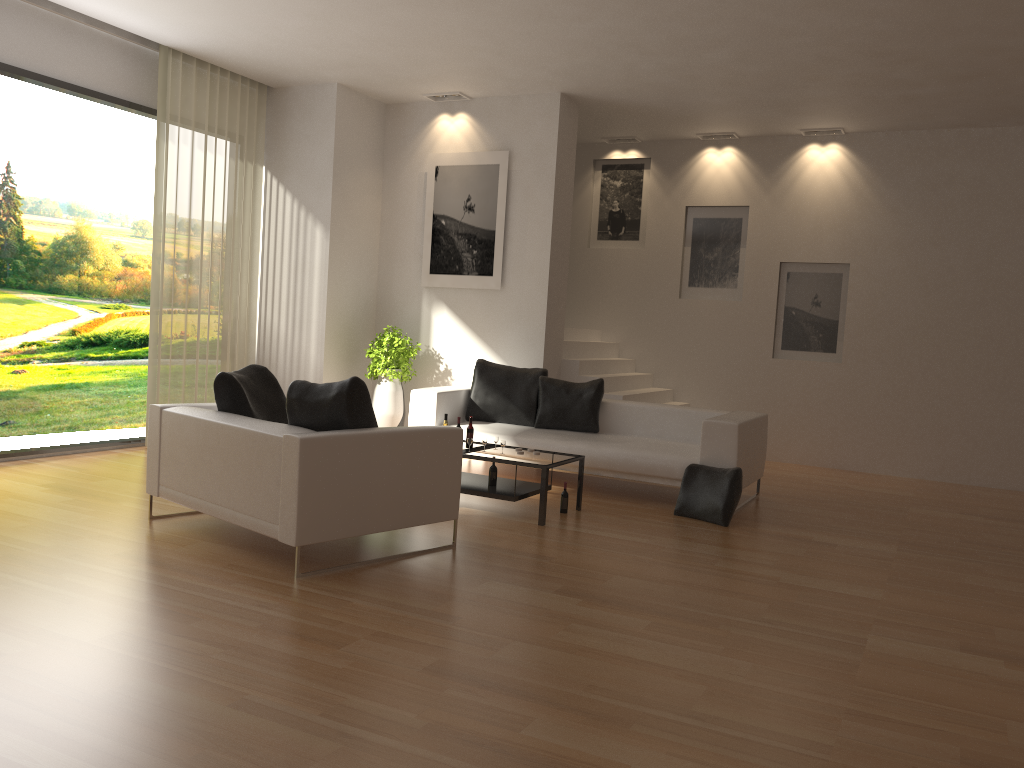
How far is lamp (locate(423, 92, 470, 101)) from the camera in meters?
9.4 m

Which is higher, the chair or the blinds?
the blinds

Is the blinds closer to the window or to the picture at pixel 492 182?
the window

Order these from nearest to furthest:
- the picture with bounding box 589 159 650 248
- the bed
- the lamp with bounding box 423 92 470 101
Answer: the bed < the lamp with bounding box 423 92 470 101 < the picture with bounding box 589 159 650 248

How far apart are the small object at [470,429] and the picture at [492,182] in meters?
2.8

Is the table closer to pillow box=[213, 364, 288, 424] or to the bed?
the bed

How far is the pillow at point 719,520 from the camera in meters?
6.6

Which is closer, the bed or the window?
the bed

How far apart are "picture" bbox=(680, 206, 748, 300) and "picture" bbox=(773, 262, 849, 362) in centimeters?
48cm

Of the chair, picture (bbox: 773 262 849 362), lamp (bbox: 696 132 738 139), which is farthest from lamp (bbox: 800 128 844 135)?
the chair
